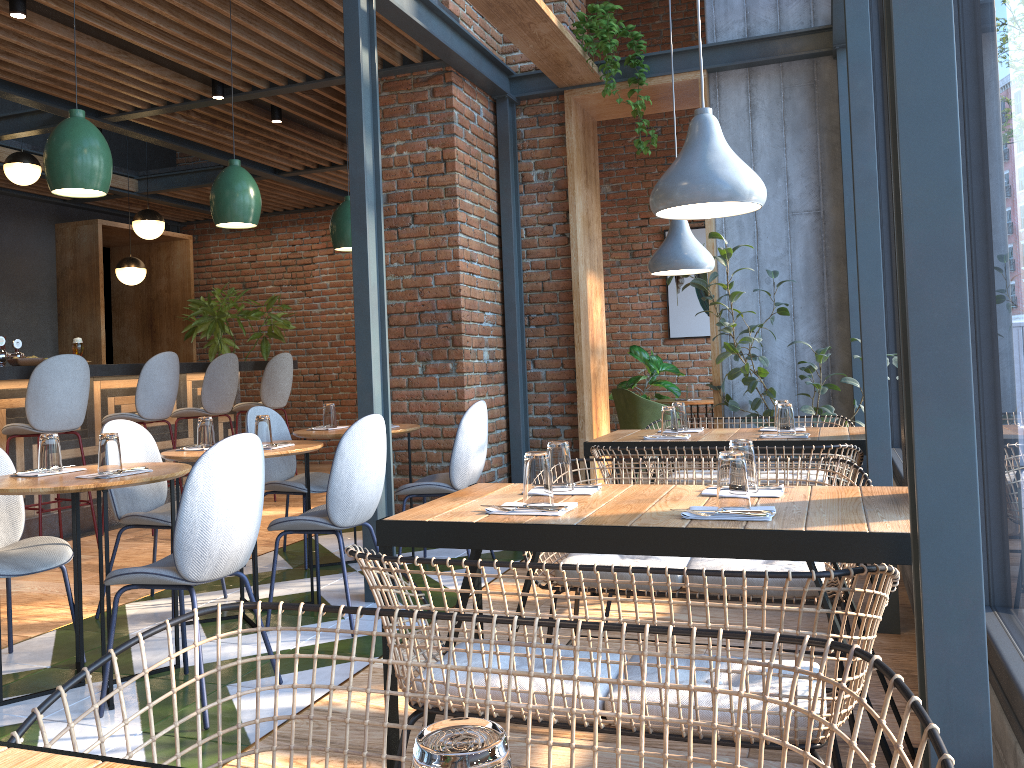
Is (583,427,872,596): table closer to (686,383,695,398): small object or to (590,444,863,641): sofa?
(590,444,863,641): sofa

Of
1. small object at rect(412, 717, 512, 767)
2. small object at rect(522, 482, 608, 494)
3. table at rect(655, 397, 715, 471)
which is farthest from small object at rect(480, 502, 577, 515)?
table at rect(655, 397, 715, 471)

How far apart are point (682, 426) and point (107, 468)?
2.6 meters

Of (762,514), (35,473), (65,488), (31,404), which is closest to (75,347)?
(31,404)

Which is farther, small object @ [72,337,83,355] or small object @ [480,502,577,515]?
small object @ [72,337,83,355]

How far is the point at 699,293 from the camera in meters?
8.7

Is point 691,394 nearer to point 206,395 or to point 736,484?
point 206,395

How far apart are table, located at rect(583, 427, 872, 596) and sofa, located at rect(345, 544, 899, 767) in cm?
198

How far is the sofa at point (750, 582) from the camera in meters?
2.6 m

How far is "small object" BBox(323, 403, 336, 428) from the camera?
4.97m
